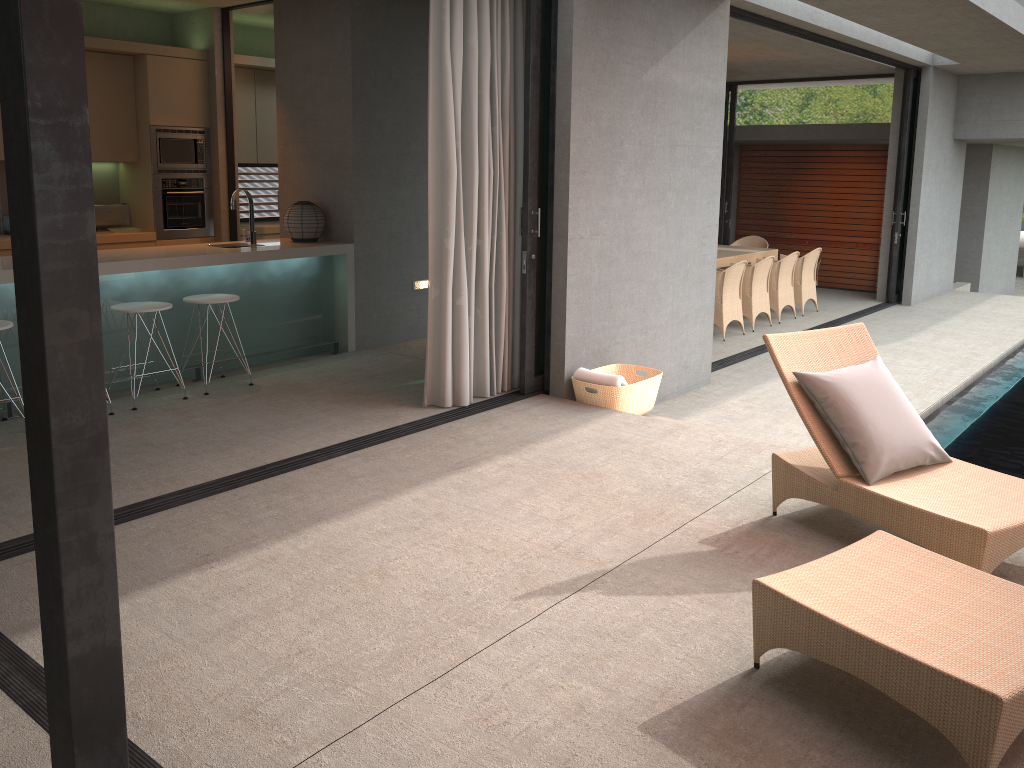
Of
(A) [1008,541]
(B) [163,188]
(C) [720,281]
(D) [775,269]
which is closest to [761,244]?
(D) [775,269]

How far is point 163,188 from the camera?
8.0 meters

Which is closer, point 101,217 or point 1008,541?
point 1008,541

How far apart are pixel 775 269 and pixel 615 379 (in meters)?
5.50

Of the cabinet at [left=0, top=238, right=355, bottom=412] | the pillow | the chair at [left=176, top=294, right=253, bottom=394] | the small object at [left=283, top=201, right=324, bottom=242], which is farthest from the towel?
the small object at [left=283, top=201, right=324, bottom=242]

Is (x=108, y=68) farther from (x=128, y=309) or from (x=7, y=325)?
(x=7, y=325)

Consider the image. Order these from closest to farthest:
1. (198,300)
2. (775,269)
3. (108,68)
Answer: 1. (198,300)
2. (108,68)
3. (775,269)

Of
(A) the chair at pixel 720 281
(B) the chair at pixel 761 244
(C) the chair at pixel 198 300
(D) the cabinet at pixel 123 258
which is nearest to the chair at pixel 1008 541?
(C) the chair at pixel 198 300

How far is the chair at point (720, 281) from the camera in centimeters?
945cm

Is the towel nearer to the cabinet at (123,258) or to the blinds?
the blinds
